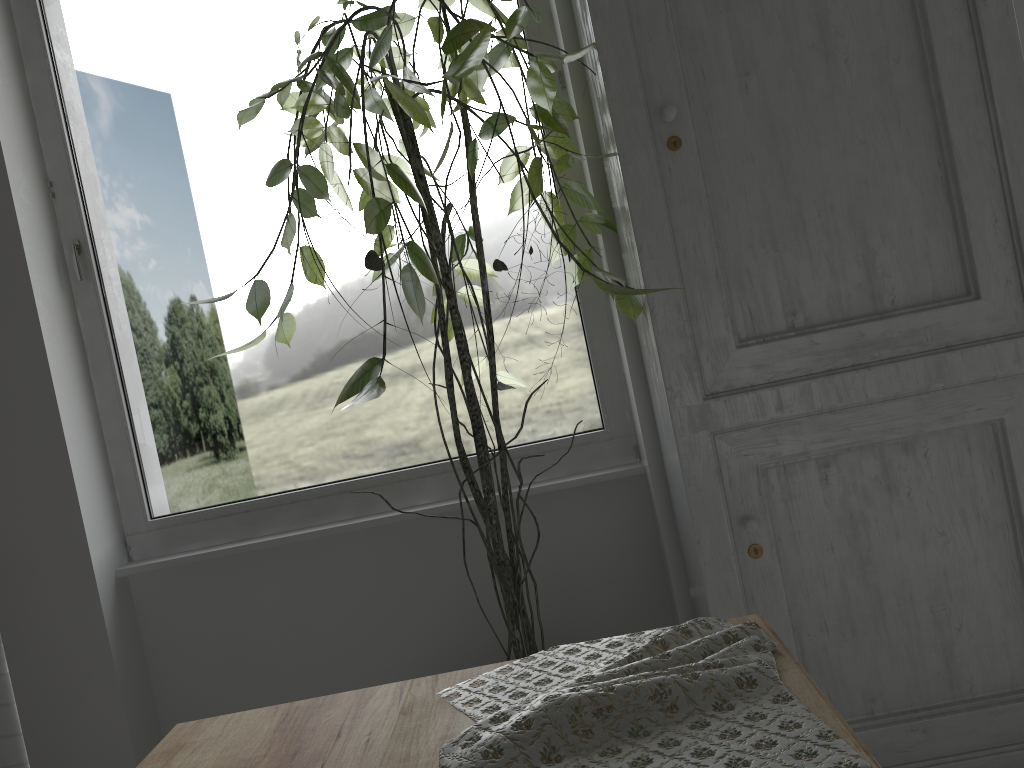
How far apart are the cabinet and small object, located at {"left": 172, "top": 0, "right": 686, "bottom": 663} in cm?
3

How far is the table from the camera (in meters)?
1.04

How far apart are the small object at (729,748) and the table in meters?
0.0 m

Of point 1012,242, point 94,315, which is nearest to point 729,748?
point 1012,242

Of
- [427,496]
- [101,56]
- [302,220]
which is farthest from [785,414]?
[101,56]

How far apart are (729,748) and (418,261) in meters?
1.6 m

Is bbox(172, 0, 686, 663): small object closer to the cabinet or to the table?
the cabinet

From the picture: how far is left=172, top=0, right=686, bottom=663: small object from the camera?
2.3m

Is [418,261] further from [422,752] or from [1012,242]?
[1012,242]

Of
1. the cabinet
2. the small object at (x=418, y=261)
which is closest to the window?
the small object at (x=418, y=261)
